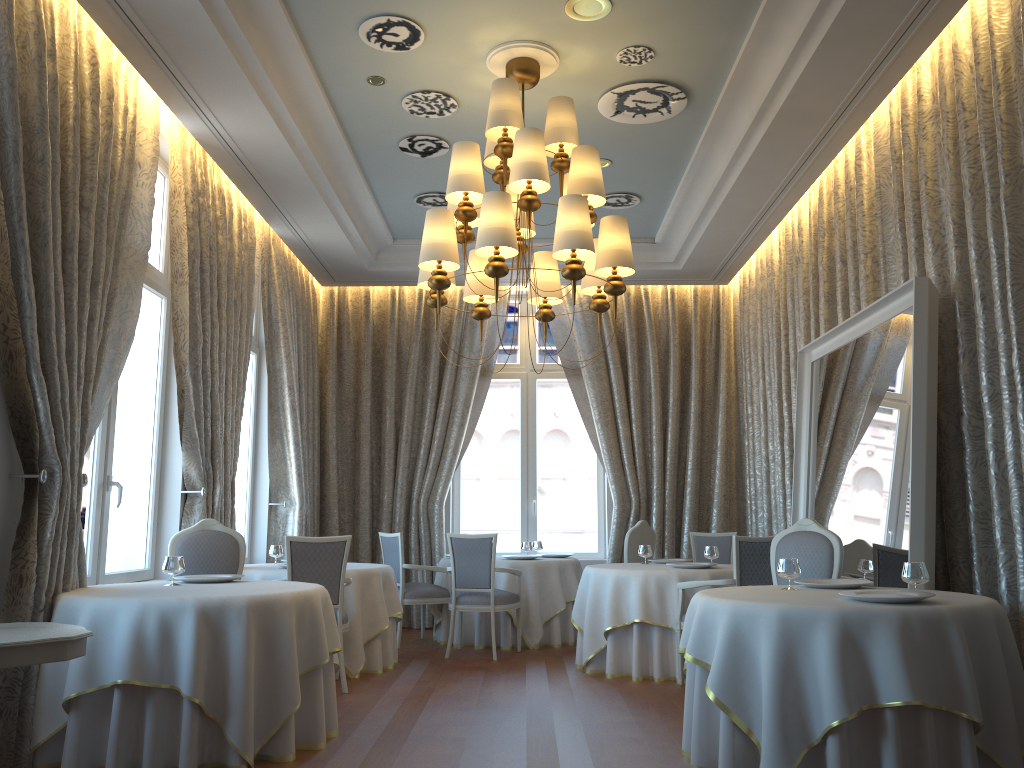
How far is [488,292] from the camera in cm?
622

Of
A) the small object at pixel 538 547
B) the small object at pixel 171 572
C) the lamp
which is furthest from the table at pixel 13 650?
the small object at pixel 538 547

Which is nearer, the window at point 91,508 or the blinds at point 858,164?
the window at point 91,508

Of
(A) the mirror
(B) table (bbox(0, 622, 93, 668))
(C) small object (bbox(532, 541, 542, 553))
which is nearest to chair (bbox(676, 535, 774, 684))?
(A) the mirror

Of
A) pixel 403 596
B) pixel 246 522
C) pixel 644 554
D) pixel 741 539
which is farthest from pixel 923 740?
pixel 246 522

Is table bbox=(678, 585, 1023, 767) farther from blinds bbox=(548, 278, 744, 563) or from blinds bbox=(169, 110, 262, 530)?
blinds bbox=(548, 278, 744, 563)

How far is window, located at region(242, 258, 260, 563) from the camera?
9.19m

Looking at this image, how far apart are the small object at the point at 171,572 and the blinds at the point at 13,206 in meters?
0.4 m

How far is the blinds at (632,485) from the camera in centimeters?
1029cm

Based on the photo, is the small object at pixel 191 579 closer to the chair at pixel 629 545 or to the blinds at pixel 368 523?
the chair at pixel 629 545
